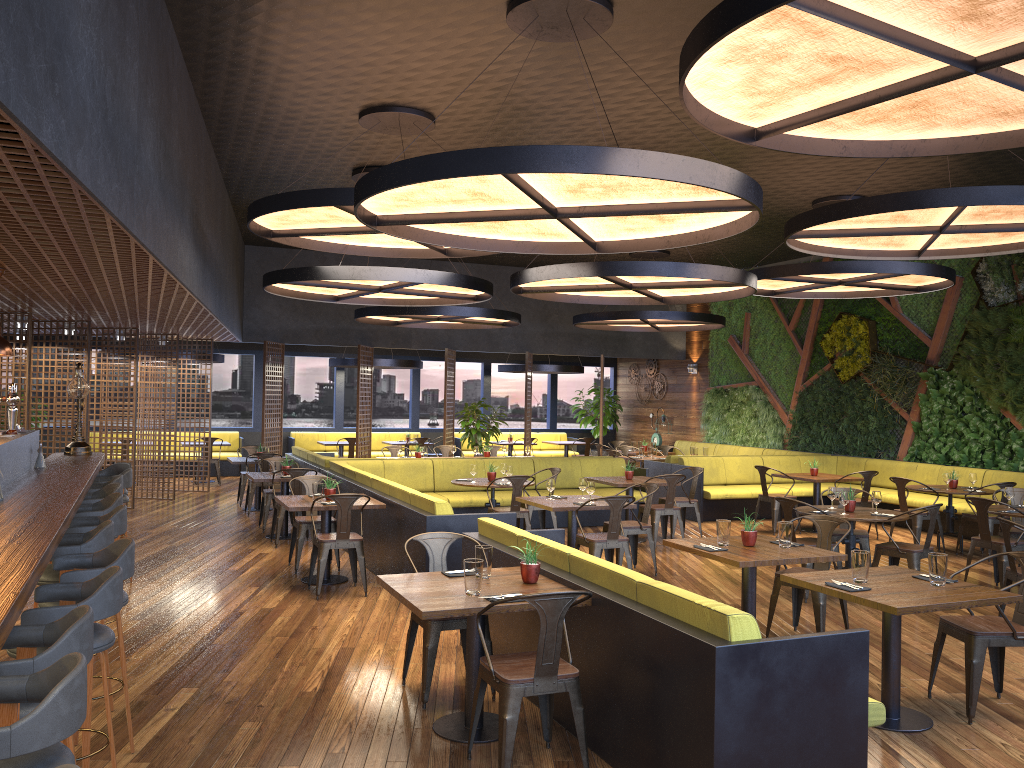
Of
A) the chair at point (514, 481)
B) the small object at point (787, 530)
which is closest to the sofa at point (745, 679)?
the small object at point (787, 530)

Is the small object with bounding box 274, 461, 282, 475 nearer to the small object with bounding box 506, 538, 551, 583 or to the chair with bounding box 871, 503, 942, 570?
the small object with bounding box 506, 538, 551, 583

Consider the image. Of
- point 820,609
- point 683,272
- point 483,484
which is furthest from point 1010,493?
point 483,484

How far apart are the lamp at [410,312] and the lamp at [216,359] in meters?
3.6

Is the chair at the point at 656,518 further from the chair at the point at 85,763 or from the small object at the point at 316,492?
the chair at the point at 85,763

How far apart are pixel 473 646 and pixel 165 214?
3.91m

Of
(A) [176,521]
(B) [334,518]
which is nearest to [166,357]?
(A) [176,521]

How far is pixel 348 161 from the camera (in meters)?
10.37

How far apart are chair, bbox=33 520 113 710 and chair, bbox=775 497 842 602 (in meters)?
5.68

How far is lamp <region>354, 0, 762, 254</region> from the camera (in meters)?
4.87
